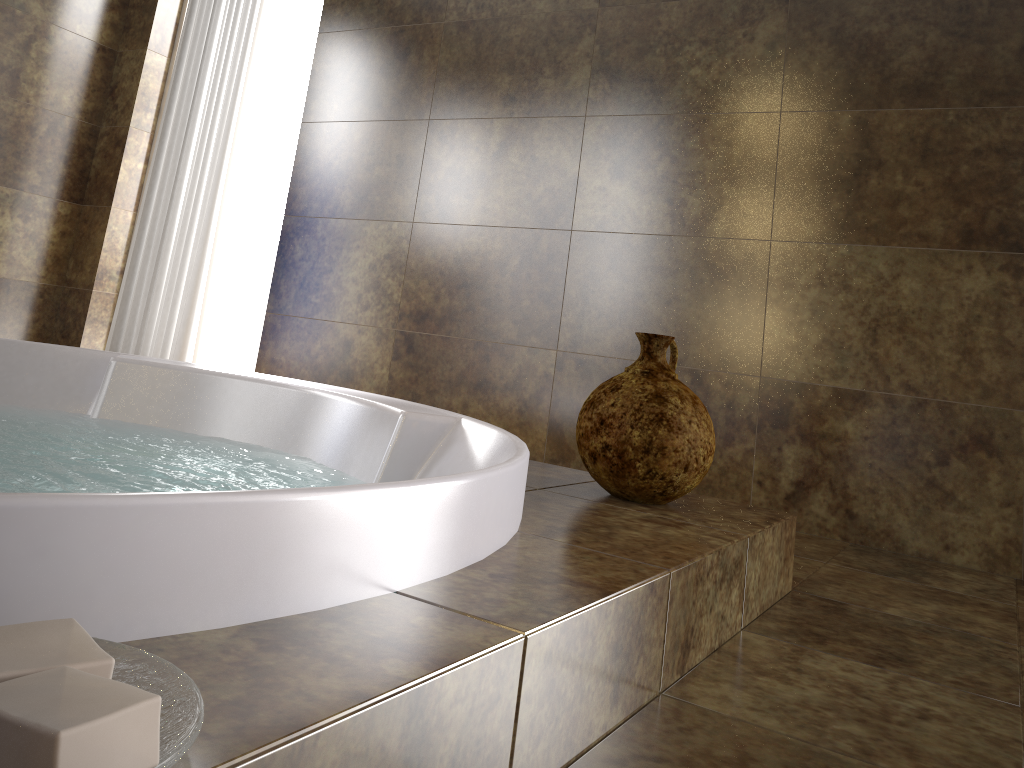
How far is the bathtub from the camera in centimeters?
55cm

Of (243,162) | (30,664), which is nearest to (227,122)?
(243,162)

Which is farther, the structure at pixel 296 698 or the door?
the door

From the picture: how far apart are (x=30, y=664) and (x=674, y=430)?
1.1 meters

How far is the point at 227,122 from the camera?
3.3 meters

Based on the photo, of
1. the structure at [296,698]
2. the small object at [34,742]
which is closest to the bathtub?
the structure at [296,698]

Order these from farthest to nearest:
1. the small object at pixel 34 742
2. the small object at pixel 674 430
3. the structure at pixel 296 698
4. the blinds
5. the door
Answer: the door → the blinds → the small object at pixel 674 430 → the structure at pixel 296 698 → the small object at pixel 34 742

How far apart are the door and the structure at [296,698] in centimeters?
259cm

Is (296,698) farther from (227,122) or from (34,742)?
(227,122)

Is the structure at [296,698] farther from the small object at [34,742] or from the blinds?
the blinds
